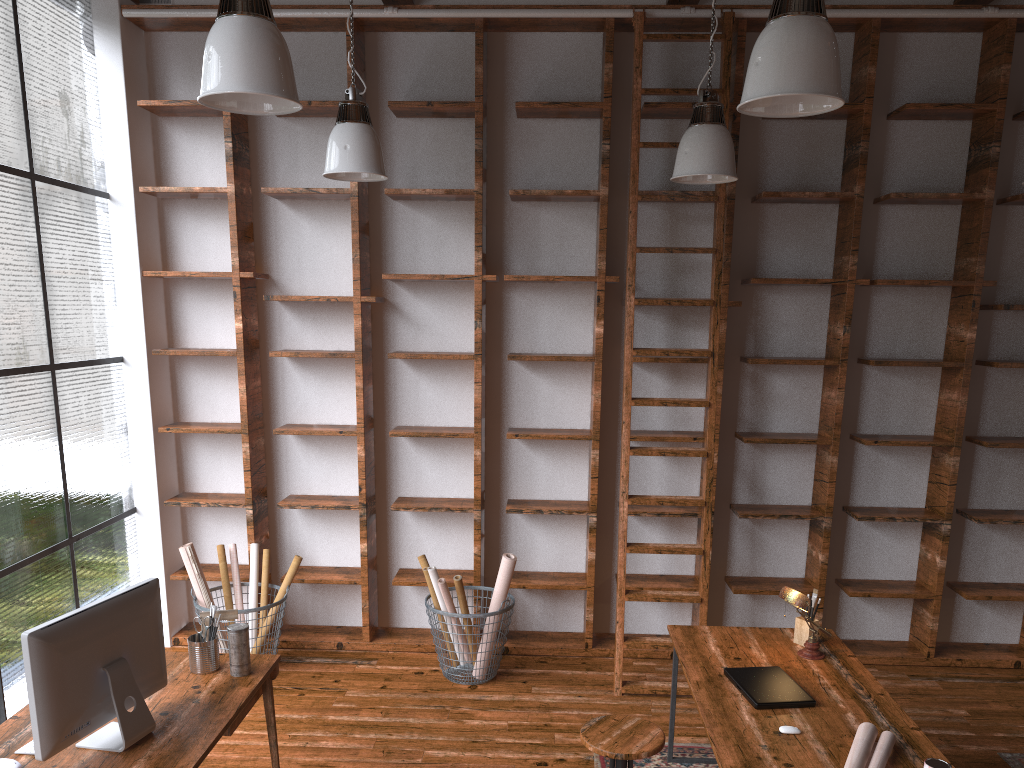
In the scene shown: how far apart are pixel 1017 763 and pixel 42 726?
3.9 meters

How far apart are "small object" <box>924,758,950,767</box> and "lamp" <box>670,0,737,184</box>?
2.4m

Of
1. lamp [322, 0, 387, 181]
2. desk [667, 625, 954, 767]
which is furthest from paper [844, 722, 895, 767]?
lamp [322, 0, 387, 181]

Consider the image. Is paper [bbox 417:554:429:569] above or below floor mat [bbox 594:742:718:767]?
above

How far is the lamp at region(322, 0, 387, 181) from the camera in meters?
3.9 m

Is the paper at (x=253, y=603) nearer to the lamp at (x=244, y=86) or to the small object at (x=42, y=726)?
the small object at (x=42, y=726)

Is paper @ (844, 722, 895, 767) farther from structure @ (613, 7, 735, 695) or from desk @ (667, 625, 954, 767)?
structure @ (613, 7, 735, 695)

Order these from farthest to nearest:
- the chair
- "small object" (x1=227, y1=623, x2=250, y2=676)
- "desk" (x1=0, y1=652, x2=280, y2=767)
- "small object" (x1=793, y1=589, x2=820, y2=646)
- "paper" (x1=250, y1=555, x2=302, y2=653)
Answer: "paper" (x1=250, y1=555, x2=302, y2=653) → "small object" (x1=793, y1=589, x2=820, y2=646) → "small object" (x1=227, y1=623, x2=250, y2=676) → the chair → "desk" (x1=0, y1=652, x2=280, y2=767)

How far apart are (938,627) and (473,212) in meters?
3.7

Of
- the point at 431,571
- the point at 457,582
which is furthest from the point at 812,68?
Result: the point at 431,571
